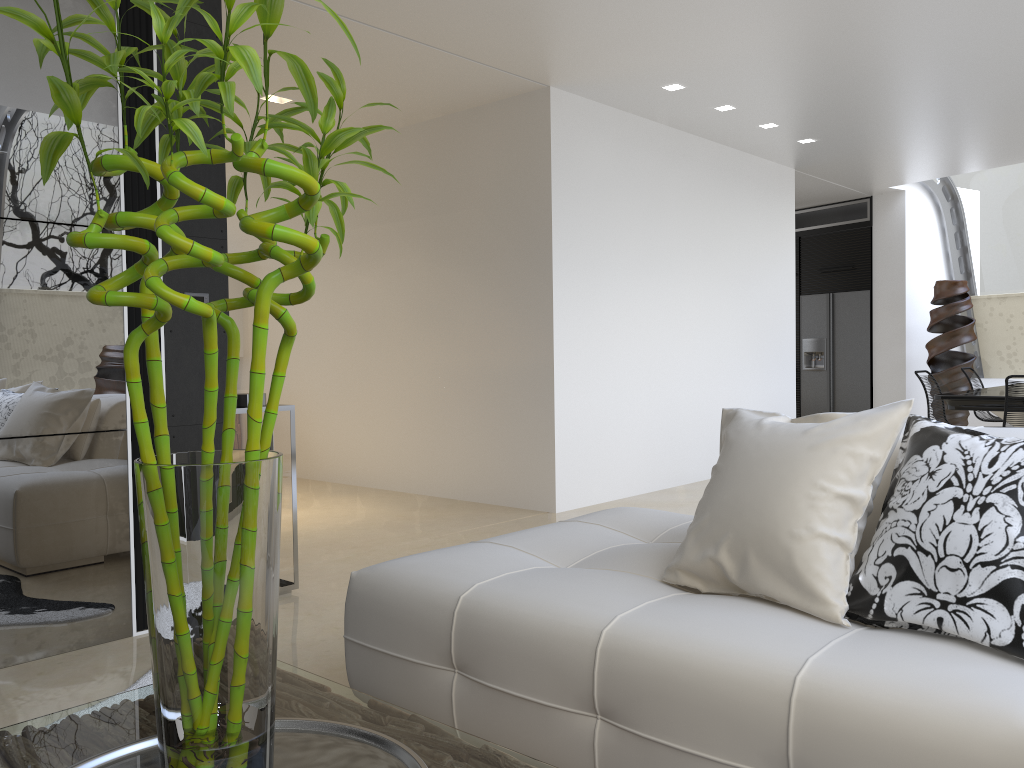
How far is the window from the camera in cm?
1006

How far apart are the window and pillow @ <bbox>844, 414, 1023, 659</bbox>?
9.1 meters

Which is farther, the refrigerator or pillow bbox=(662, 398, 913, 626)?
the refrigerator

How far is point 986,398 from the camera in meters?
6.1 m

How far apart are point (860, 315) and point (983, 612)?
9.5m

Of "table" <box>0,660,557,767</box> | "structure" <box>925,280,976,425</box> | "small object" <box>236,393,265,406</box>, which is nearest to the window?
"structure" <box>925,280,976,425</box>

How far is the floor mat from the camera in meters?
2.9 m

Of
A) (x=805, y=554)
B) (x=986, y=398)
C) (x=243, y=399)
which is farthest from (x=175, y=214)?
(x=986, y=398)

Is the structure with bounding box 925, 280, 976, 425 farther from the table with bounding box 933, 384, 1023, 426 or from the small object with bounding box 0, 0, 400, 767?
the small object with bounding box 0, 0, 400, 767

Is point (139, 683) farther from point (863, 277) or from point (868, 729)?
point (863, 277)
